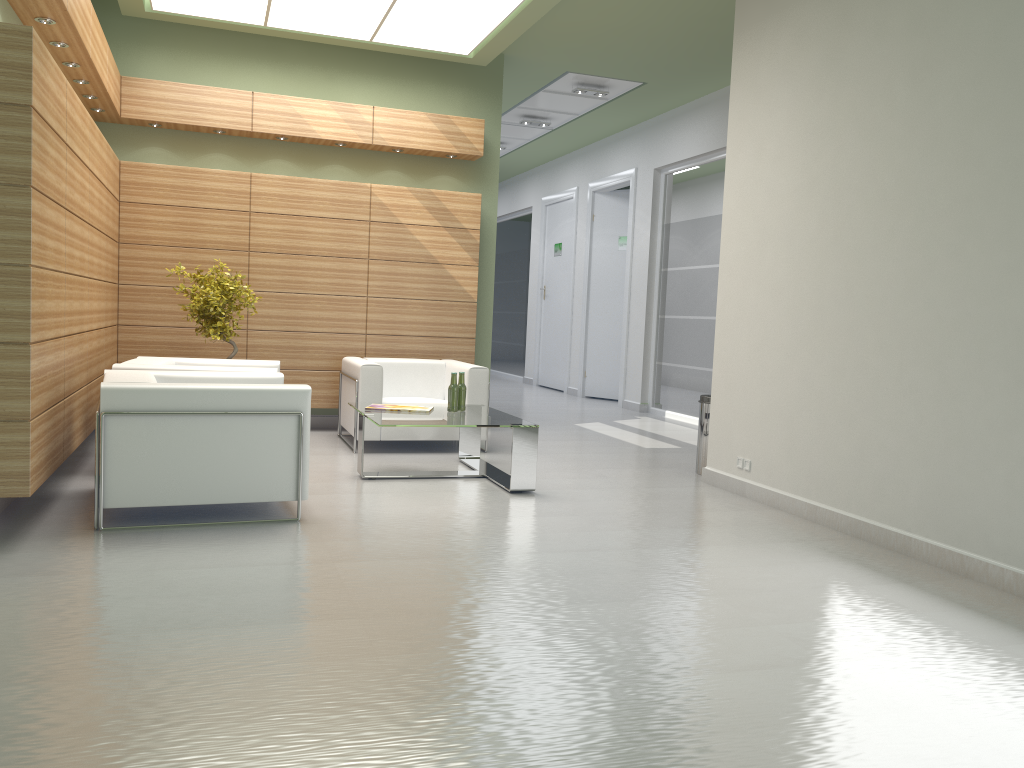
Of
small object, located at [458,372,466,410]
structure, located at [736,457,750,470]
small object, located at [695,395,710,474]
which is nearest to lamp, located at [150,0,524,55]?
small object, located at [458,372,466,410]

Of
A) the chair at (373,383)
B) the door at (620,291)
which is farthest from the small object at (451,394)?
the door at (620,291)

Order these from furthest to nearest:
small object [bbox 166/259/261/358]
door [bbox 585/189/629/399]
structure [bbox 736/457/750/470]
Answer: door [bbox 585/189/629/399] < small object [bbox 166/259/261/358] < structure [bbox 736/457/750/470]

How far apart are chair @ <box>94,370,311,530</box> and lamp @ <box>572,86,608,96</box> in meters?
9.8

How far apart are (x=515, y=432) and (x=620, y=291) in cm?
1248

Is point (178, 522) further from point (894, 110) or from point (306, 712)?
point (894, 110)

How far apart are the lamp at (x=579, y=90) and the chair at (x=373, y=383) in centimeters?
647cm

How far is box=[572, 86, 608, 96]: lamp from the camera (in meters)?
16.67

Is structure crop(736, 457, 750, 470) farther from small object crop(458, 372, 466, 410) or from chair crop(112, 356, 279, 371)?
chair crop(112, 356, 279, 371)

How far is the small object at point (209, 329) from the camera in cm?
1185
